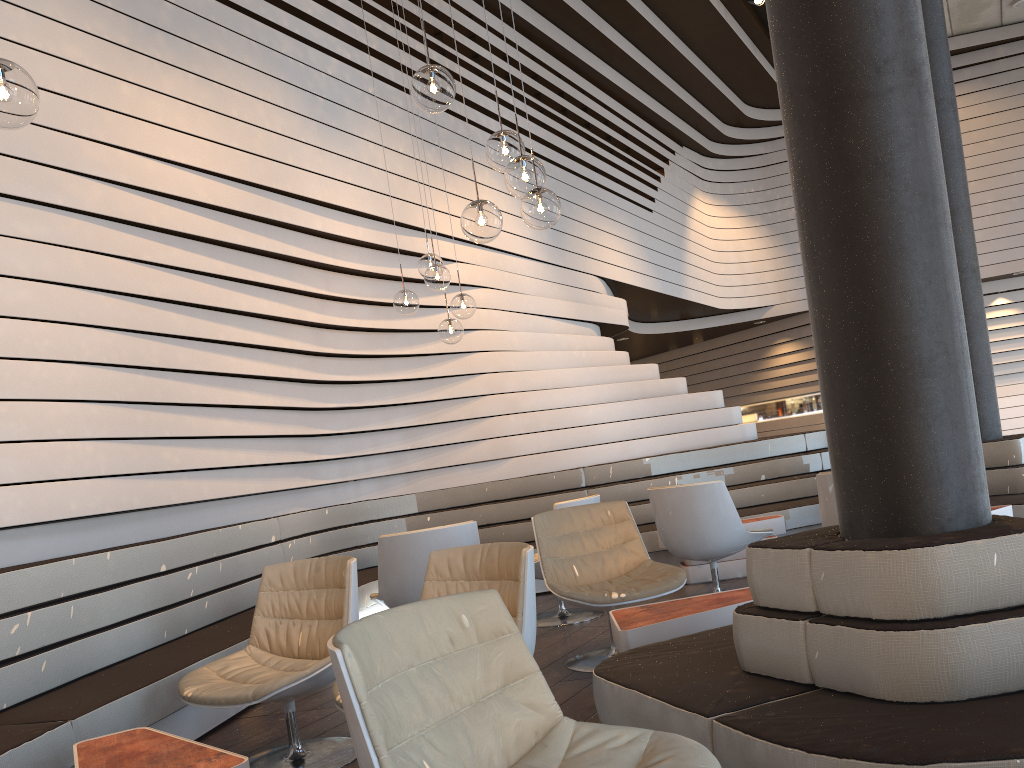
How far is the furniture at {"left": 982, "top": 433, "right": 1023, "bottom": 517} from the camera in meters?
5.6 m

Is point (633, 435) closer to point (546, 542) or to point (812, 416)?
point (546, 542)

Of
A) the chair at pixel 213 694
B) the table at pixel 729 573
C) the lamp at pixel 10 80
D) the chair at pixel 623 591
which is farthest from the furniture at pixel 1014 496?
the lamp at pixel 10 80

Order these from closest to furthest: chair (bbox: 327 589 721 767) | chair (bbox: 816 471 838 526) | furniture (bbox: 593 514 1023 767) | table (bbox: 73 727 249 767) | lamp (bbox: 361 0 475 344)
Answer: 1. chair (bbox: 327 589 721 767)
2. furniture (bbox: 593 514 1023 767)
3. table (bbox: 73 727 249 767)
4. chair (bbox: 816 471 838 526)
5. lamp (bbox: 361 0 475 344)

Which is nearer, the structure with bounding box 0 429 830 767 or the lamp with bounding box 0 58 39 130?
the lamp with bounding box 0 58 39 130

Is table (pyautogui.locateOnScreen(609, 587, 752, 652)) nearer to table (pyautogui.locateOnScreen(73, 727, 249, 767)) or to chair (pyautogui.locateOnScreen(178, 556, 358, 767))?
chair (pyautogui.locateOnScreen(178, 556, 358, 767))

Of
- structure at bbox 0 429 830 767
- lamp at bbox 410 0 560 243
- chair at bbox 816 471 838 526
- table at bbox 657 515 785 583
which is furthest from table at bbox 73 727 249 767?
table at bbox 657 515 785 583

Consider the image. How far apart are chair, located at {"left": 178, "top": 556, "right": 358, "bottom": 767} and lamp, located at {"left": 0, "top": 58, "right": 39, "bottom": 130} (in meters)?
1.88

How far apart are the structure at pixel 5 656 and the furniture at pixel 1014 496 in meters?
1.3 m

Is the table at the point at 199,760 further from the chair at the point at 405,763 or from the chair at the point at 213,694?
the chair at the point at 405,763
